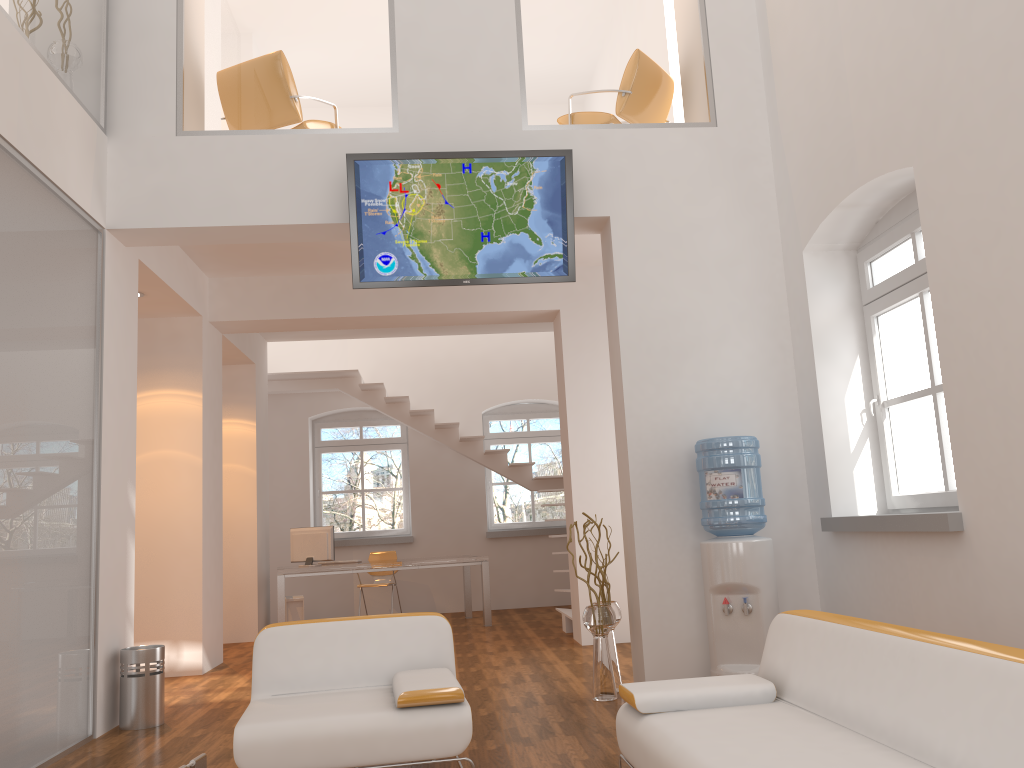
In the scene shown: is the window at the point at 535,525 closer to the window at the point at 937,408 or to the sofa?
the window at the point at 937,408

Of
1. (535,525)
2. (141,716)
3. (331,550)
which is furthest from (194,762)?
(535,525)

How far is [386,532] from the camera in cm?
1188

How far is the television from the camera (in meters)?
5.43

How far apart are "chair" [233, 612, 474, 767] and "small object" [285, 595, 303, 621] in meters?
5.8

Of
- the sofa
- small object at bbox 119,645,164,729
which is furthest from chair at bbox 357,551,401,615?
the sofa

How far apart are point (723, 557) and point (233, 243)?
3.7m

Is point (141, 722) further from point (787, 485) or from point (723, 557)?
point (787, 485)

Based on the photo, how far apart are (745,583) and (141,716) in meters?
3.6

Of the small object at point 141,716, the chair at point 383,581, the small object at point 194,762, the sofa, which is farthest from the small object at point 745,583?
the chair at point 383,581
